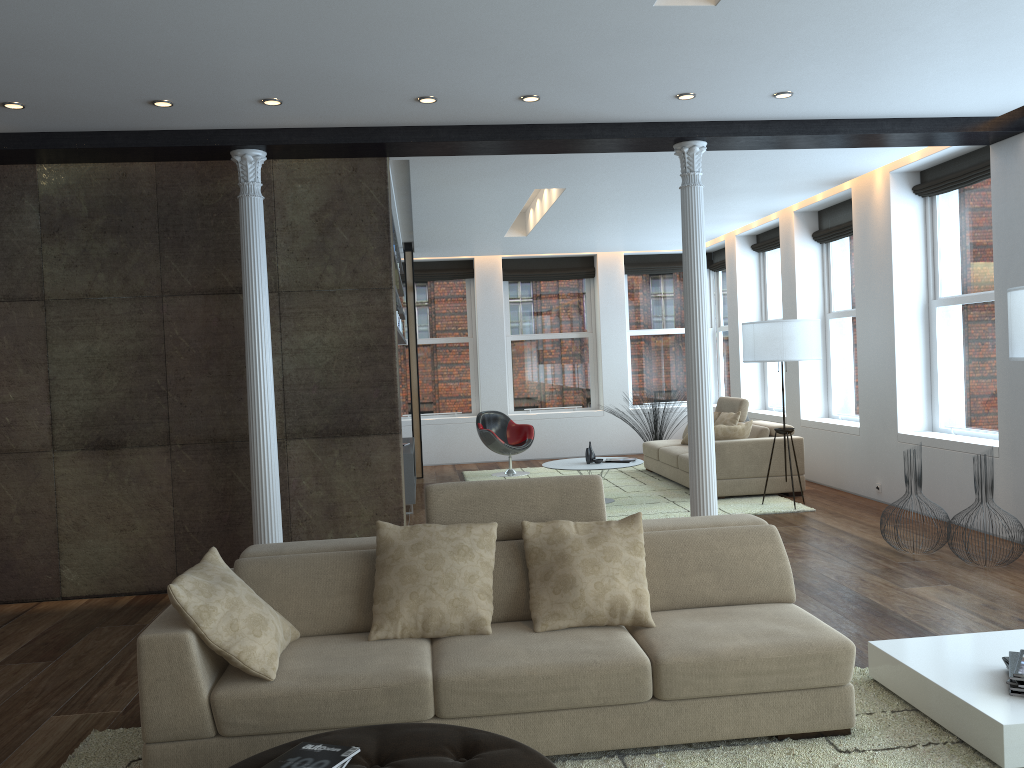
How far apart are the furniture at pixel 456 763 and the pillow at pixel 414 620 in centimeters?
74cm

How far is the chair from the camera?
11.1 meters

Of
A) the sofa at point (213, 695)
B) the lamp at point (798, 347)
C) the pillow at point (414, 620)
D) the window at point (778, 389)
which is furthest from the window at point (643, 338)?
the pillow at point (414, 620)

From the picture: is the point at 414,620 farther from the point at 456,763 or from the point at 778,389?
the point at 778,389

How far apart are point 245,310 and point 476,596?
3.02m

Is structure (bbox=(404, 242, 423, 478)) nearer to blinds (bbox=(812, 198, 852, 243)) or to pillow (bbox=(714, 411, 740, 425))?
pillow (bbox=(714, 411, 740, 425))

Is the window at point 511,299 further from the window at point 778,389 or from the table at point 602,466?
the table at point 602,466

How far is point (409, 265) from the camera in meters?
11.4

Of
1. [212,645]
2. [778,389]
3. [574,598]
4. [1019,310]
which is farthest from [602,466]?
[212,645]

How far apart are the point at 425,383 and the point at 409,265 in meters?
2.4
